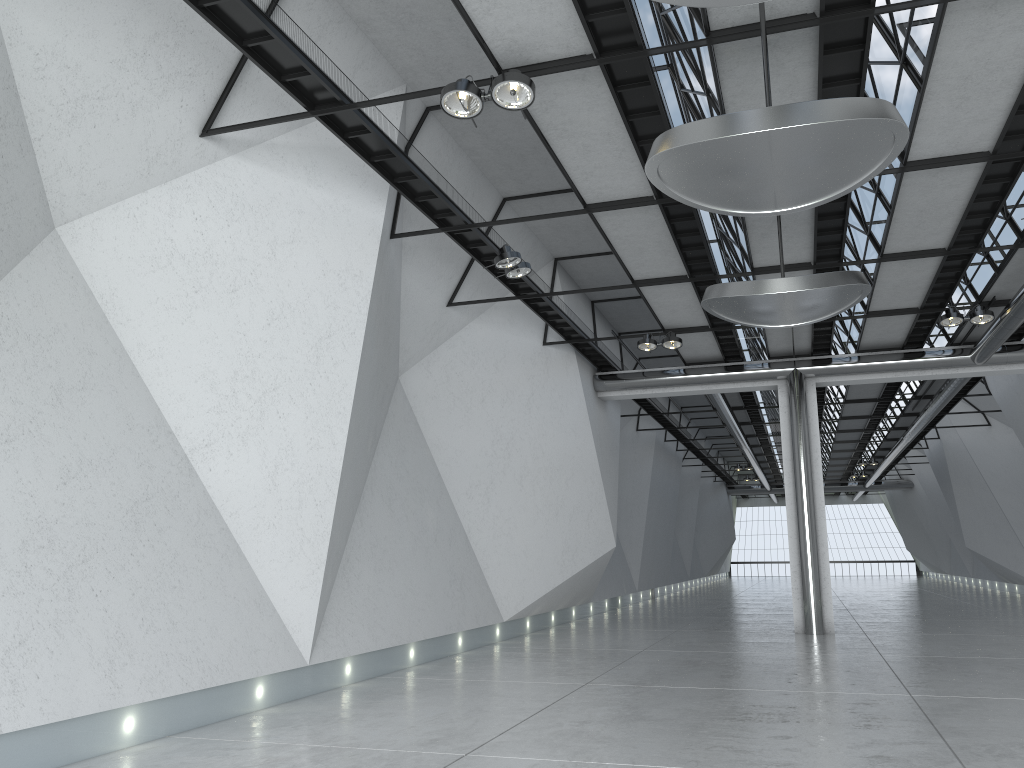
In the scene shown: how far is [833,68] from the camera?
42.6 meters

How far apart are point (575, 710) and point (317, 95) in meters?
35.6 m

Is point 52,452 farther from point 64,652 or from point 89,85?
point 89,85
